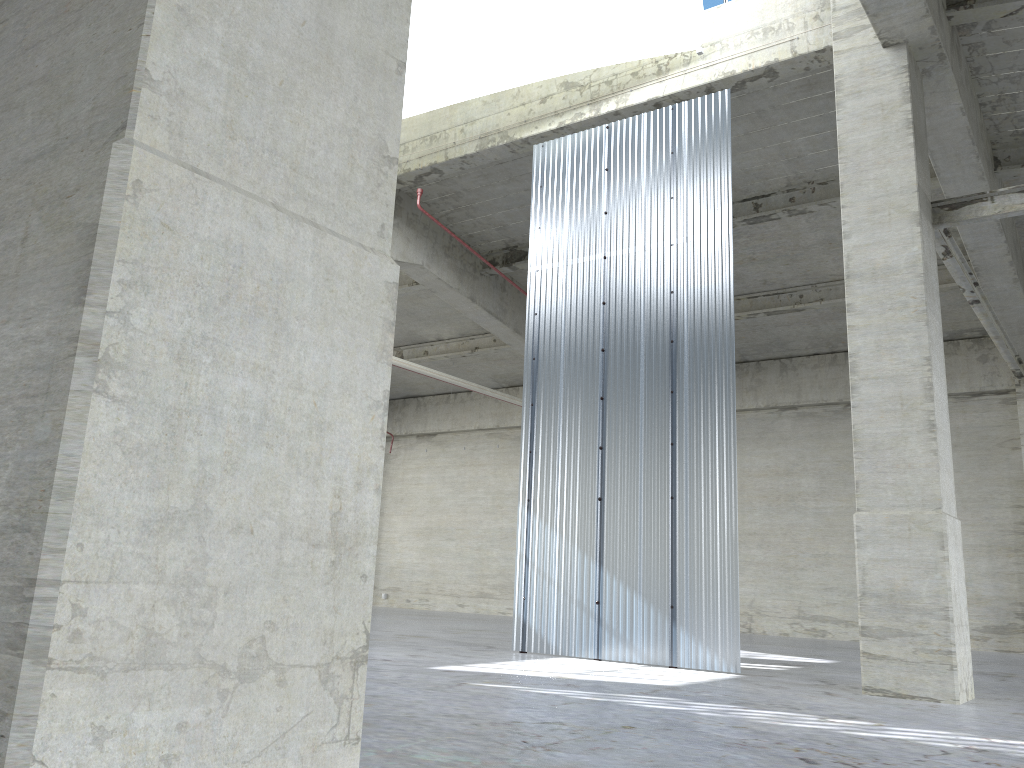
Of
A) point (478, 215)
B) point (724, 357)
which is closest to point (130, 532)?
point (724, 357)

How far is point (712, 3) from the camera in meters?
17.4 m

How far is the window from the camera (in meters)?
17.37

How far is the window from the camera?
17.4m
